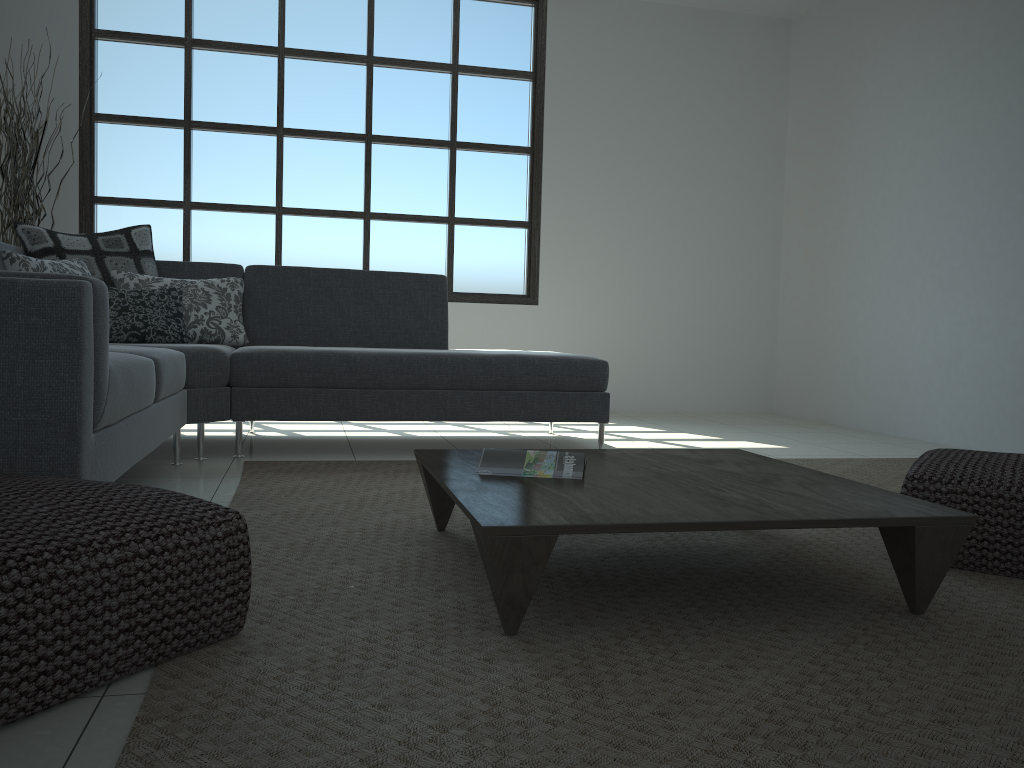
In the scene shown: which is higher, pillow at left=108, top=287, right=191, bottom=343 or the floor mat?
pillow at left=108, top=287, right=191, bottom=343

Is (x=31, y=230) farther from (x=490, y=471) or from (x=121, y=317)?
(x=490, y=471)

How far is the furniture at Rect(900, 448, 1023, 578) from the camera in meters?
2.1 m

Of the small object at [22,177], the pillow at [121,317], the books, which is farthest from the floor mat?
the small object at [22,177]

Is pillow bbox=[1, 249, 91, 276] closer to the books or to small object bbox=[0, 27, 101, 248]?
small object bbox=[0, 27, 101, 248]

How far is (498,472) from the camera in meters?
2.1 m

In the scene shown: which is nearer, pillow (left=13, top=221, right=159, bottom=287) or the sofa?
the sofa

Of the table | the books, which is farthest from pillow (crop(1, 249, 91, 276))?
the books

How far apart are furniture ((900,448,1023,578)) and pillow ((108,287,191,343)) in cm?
302

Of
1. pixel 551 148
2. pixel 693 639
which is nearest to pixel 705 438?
pixel 551 148
